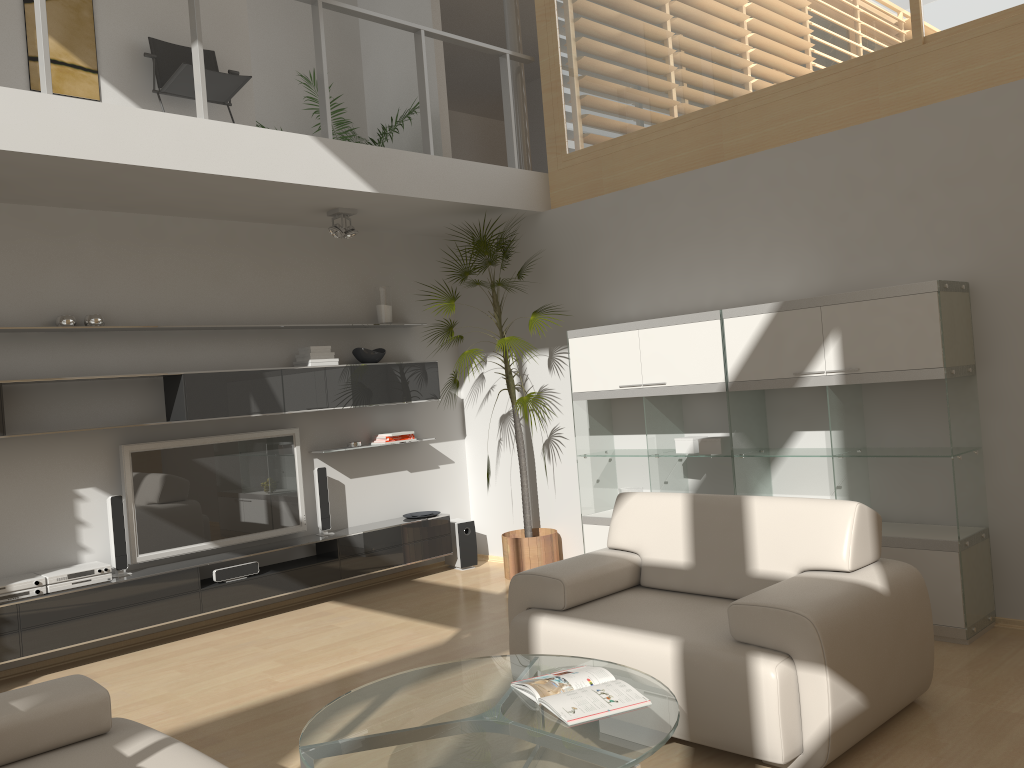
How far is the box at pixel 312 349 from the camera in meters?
6.2 m

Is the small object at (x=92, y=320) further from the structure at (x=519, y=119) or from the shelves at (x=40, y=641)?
the structure at (x=519, y=119)

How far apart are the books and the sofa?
1.0 meters

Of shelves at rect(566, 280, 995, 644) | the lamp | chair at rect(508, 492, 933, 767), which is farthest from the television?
chair at rect(508, 492, 933, 767)

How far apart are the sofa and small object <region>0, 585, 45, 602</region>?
2.3m

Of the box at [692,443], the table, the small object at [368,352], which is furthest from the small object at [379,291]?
the table

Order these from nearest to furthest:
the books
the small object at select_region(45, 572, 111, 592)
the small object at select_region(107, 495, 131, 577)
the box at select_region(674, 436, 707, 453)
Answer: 1. the books
2. the small object at select_region(45, 572, 111, 592)
3. the small object at select_region(107, 495, 131, 577)
4. the box at select_region(674, 436, 707, 453)

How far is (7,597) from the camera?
4.8 meters

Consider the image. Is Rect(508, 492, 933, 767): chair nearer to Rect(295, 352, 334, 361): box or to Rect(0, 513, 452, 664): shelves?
Rect(0, 513, 452, 664): shelves

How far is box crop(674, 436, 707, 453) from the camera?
5.4 meters
